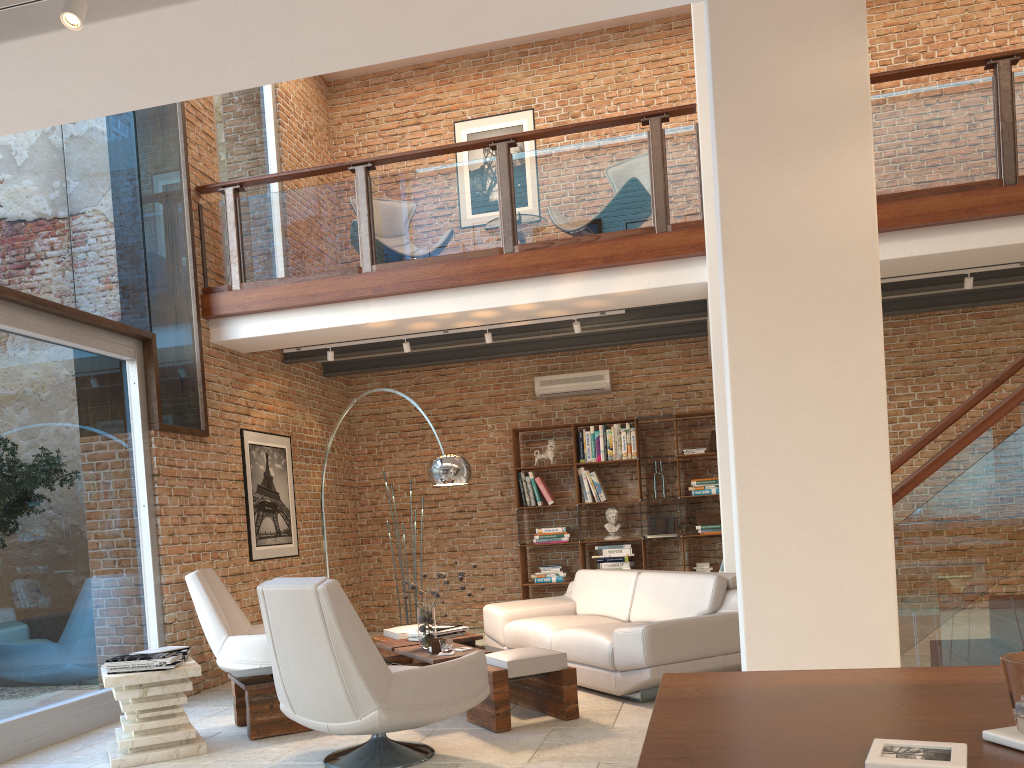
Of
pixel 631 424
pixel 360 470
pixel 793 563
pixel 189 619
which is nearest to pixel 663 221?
pixel 631 424

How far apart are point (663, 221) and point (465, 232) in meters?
1.6

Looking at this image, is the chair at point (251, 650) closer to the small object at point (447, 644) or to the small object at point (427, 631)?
the small object at point (427, 631)

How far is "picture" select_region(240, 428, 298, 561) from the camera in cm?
776

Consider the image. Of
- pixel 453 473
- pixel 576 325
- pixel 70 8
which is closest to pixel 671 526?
pixel 576 325

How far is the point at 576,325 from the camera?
7.5 meters

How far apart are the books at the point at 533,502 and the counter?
7.9m

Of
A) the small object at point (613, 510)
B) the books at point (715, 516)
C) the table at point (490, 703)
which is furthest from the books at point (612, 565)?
the table at point (490, 703)

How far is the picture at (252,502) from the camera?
7.8m

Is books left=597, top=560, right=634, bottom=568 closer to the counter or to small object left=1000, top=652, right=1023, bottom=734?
the counter
